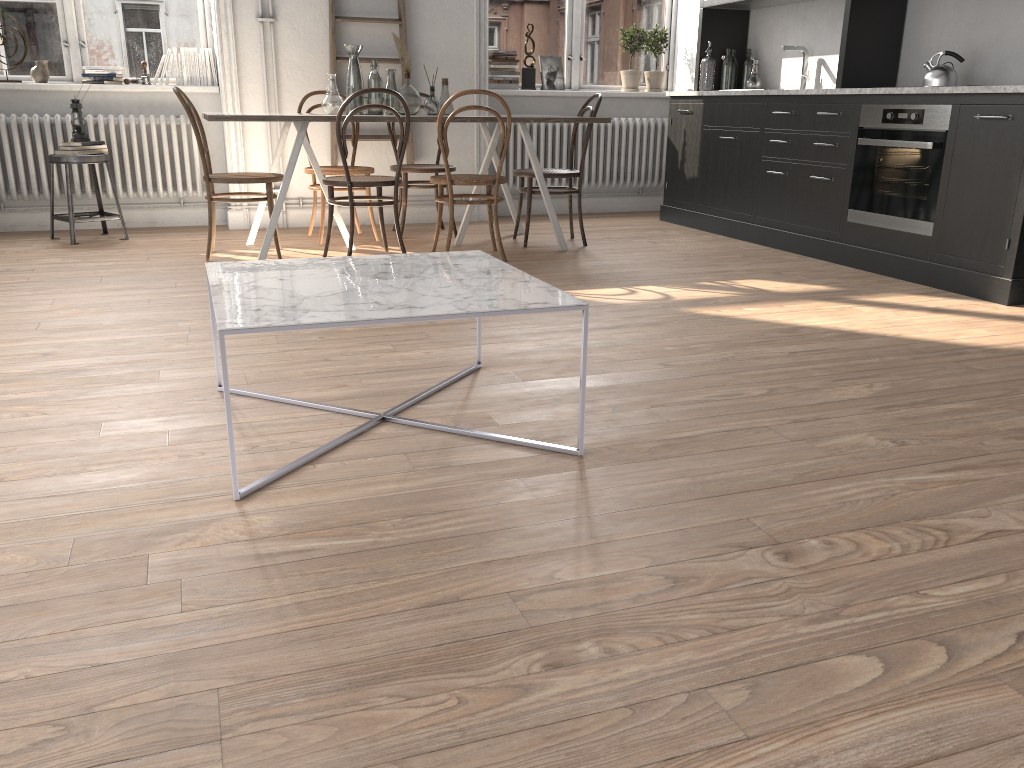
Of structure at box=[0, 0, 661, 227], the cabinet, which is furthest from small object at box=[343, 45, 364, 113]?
the cabinet

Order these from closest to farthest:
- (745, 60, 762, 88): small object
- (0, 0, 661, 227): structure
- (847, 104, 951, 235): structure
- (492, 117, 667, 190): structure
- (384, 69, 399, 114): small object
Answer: (847, 104, 951, 235): structure → (384, 69, 399, 114): small object → (0, 0, 661, 227): structure → (745, 60, 762, 88): small object → (492, 117, 667, 190): structure

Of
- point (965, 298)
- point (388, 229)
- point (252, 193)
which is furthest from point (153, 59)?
point (965, 298)

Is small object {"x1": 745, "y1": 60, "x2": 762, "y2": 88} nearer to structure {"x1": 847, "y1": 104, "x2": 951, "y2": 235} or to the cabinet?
the cabinet

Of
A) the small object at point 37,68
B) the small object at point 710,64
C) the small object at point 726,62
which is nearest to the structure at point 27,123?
the small object at point 37,68

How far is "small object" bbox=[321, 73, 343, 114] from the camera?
4.9 meters

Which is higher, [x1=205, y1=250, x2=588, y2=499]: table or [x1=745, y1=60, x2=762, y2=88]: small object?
[x1=745, y1=60, x2=762, y2=88]: small object

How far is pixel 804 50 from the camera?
6.0 meters

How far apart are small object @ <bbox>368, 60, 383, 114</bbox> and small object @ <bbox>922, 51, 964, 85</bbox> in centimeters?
301cm

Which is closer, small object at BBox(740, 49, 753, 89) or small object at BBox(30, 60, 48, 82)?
small object at BBox(30, 60, 48, 82)
